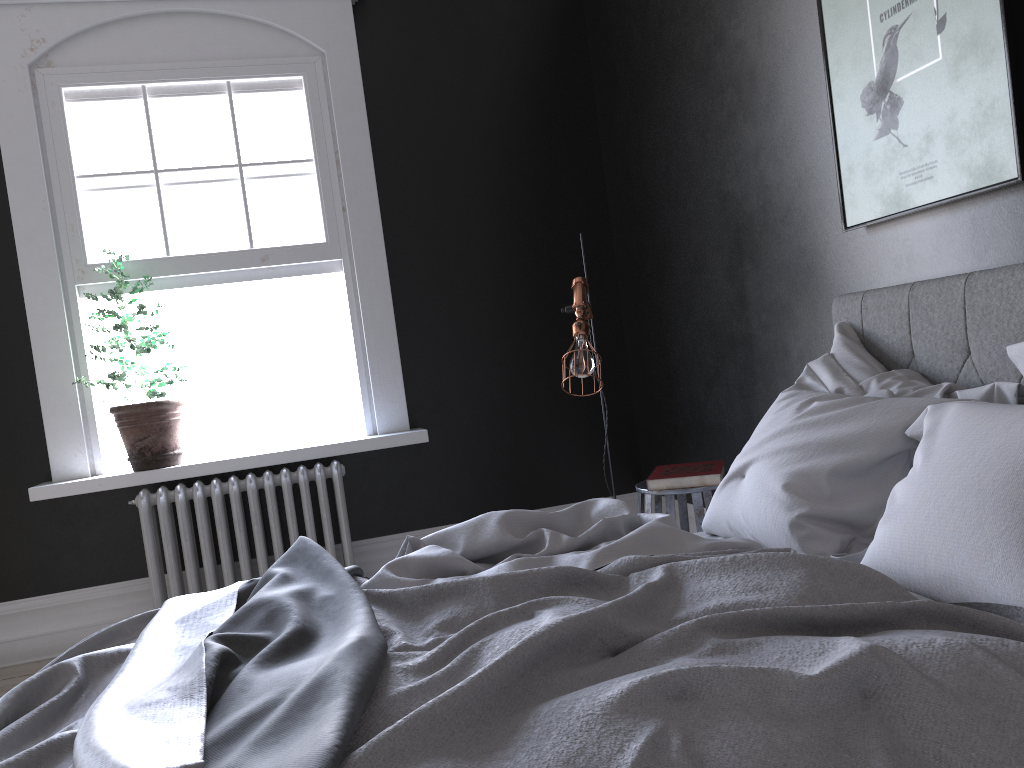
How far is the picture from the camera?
2.4m

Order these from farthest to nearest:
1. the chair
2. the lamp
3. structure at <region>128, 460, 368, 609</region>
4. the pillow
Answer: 1. structure at <region>128, 460, 368, 609</region>
2. the lamp
3. the chair
4. the pillow

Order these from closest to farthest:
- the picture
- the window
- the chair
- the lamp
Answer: the picture → the chair → the lamp → the window

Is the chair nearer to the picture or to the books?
the books

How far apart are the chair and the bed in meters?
0.8

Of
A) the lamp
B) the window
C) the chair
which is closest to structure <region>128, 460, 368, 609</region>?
the window

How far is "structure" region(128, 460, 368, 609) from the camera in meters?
4.4

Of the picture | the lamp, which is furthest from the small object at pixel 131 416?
the picture

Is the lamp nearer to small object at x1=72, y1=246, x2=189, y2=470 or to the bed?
the bed

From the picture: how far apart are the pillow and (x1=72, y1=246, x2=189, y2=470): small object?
2.9m
